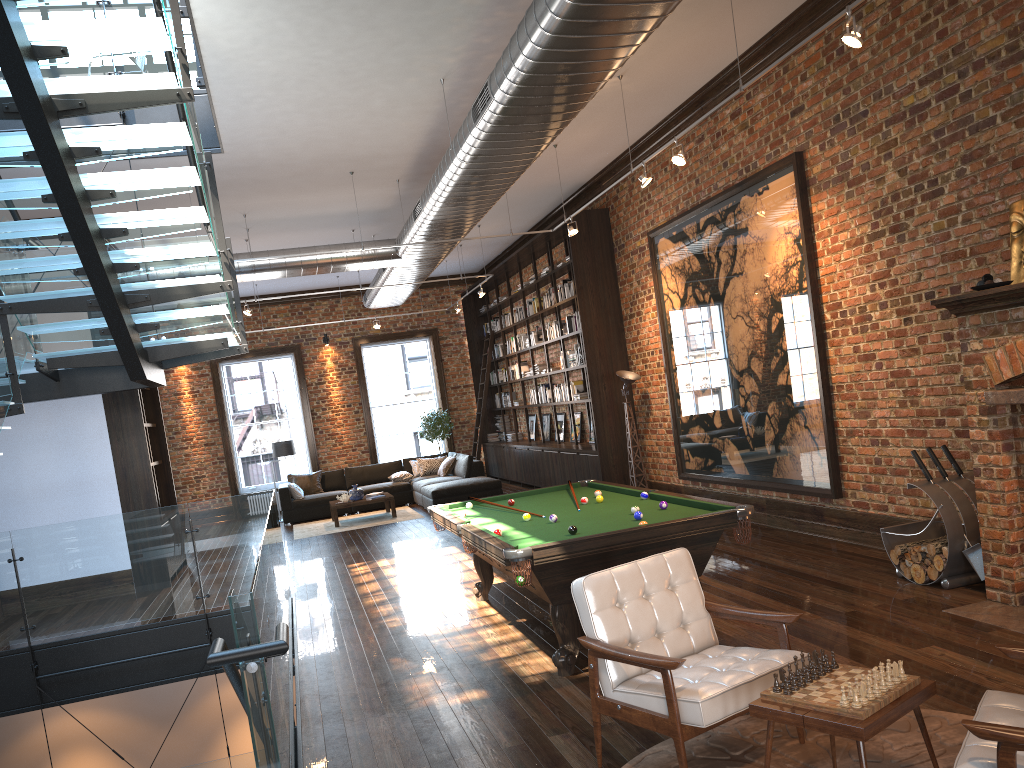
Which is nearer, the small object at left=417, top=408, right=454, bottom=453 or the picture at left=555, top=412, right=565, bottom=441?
the picture at left=555, top=412, right=565, bottom=441

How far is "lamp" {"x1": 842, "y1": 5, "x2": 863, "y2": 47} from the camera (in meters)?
4.92

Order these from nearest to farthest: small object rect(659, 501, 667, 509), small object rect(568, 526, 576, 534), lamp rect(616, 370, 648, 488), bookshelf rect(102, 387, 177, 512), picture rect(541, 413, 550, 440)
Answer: small object rect(568, 526, 576, 534), small object rect(659, 501, 667, 509), bookshelf rect(102, 387, 177, 512), lamp rect(616, 370, 648, 488), picture rect(541, 413, 550, 440)

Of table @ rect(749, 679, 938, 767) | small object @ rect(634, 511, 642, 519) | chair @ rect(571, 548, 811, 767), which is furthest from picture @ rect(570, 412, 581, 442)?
table @ rect(749, 679, 938, 767)

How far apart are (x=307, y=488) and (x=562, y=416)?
4.9 meters

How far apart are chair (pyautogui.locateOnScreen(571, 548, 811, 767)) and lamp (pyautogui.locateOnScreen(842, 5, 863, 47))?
3.1 meters

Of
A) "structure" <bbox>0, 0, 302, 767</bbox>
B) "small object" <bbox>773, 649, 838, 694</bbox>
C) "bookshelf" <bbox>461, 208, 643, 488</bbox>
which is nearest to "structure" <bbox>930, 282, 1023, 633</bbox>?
"small object" <bbox>773, 649, 838, 694</bbox>

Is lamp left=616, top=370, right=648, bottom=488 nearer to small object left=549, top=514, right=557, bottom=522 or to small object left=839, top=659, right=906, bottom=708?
small object left=549, top=514, right=557, bottom=522

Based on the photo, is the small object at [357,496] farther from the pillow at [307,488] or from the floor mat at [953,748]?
the floor mat at [953,748]

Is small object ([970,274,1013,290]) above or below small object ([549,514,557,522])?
above
